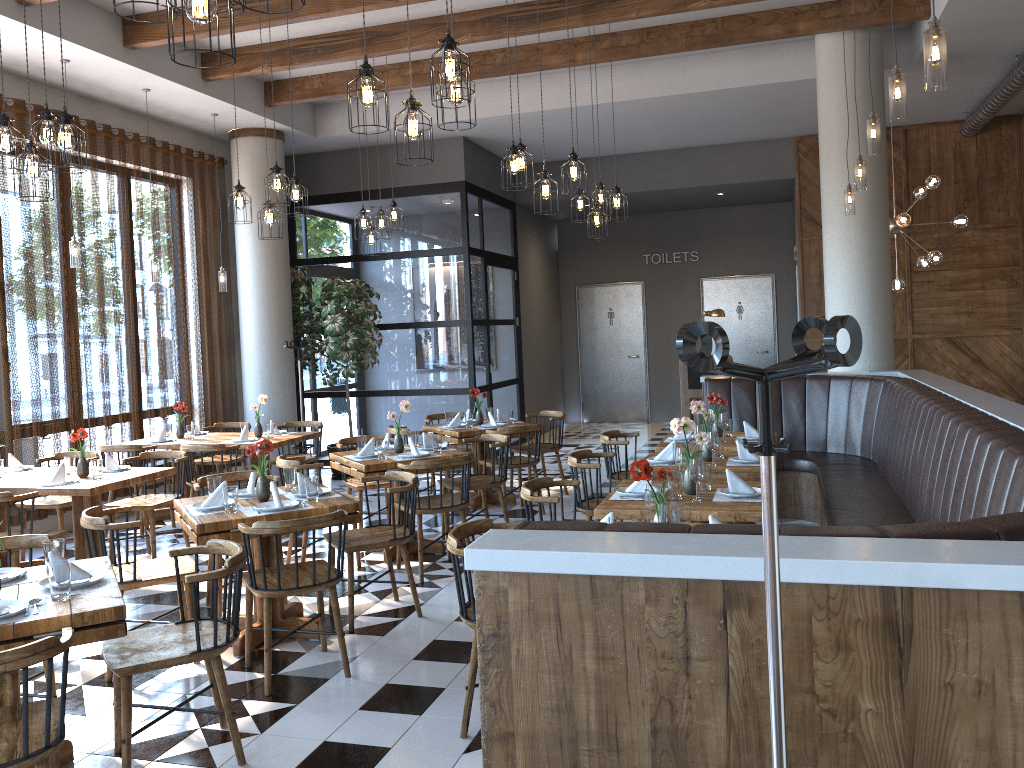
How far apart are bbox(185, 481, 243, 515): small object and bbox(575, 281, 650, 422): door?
10.8m

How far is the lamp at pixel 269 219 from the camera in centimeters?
682cm

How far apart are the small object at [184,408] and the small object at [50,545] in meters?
5.1 m

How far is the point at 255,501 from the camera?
5.0m

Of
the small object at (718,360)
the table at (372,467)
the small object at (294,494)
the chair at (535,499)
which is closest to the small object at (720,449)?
the chair at (535,499)

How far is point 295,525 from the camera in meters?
4.2

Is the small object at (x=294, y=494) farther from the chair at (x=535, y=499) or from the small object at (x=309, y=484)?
the chair at (x=535, y=499)

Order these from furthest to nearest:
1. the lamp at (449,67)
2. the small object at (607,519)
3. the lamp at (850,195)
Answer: the lamp at (850,195), the lamp at (449,67), the small object at (607,519)

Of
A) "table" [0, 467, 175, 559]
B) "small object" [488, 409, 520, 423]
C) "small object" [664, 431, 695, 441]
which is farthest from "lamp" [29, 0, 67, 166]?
"small object" [488, 409, 520, 423]

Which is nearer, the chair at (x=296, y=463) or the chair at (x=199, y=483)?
the chair at (x=199, y=483)
